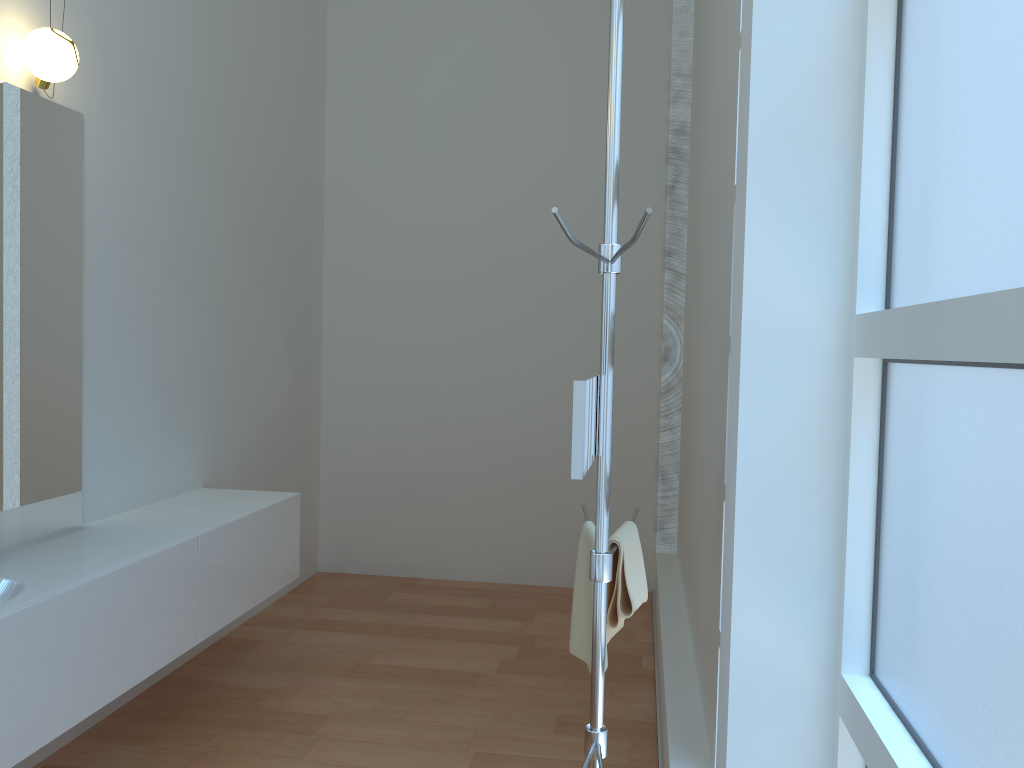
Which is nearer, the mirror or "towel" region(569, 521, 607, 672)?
the mirror

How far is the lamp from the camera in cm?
264

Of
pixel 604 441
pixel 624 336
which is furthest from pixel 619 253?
pixel 624 336

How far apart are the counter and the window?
1.97m

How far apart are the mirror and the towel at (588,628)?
0.40m

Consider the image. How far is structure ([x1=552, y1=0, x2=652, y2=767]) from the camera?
1.8m

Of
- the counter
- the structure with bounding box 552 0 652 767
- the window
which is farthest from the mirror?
the counter

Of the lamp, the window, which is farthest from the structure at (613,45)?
the lamp

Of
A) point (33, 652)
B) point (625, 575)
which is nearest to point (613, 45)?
point (625, 575)

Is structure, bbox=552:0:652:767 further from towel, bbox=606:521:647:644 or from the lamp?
the lamp
